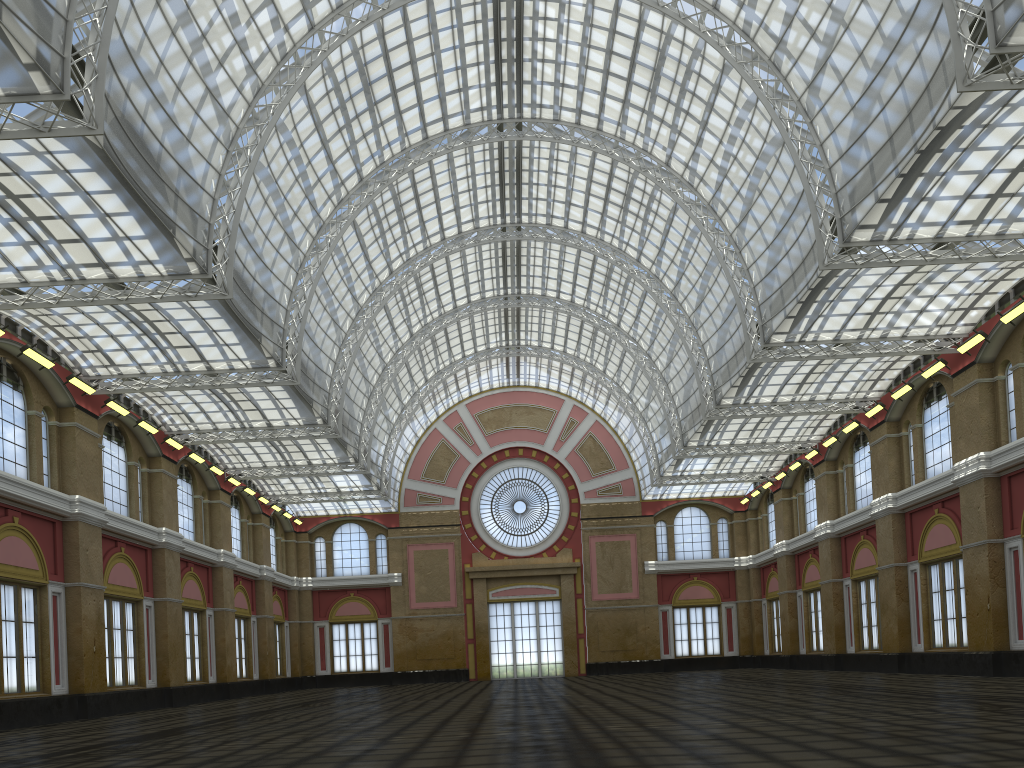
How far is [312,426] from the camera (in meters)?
47.03
